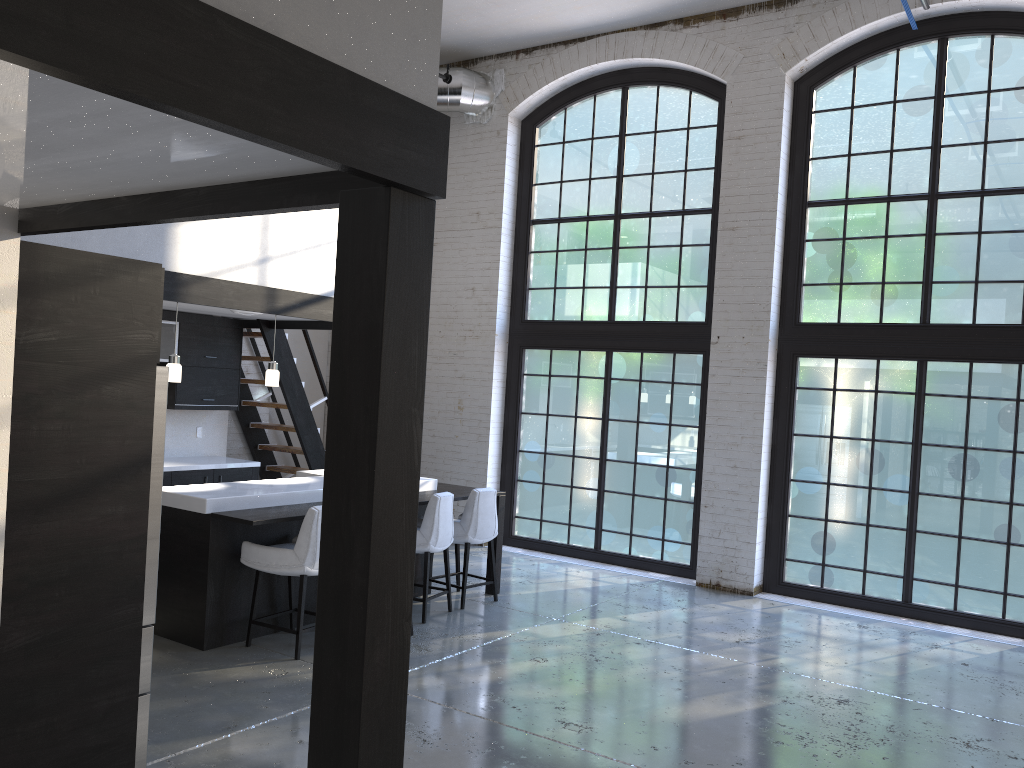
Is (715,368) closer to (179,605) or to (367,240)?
(179,605)

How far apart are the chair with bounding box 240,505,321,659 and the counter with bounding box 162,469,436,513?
0.3m

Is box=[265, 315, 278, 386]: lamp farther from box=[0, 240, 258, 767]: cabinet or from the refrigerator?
the refrigerator

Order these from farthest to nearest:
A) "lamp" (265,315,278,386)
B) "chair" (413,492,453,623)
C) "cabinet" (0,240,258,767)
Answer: "lamp" (265,315,278,386)
"chair" (413,492,453,623)
"cabinet" (0,240,258,767)

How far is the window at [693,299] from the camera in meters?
8.8

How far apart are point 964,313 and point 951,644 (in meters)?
2.70

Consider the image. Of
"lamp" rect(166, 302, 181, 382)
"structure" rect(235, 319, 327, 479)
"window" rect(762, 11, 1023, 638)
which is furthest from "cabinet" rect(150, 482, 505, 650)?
"window" rect(762, 11, 1023, 638)

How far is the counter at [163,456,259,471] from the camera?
7.9 meters

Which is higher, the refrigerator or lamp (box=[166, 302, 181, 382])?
lamp (box=[166, 302, 181, 382])

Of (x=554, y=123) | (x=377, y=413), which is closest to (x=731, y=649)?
(x=377, y=413)
